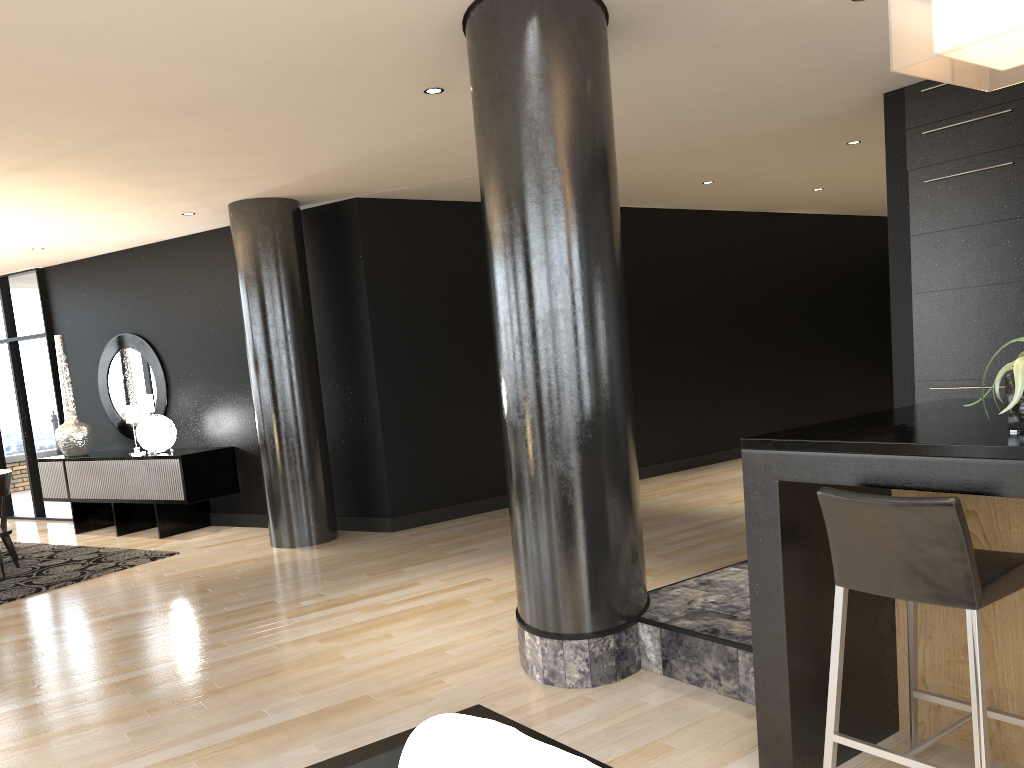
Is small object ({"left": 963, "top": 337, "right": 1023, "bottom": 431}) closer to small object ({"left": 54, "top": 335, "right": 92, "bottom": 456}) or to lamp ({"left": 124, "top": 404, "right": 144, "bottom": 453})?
lamp ({"left": 124, "top": 404, "right": 144, "bottom": 453})

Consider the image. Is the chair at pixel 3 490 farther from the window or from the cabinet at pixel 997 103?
the cabinet at pixel 997 103

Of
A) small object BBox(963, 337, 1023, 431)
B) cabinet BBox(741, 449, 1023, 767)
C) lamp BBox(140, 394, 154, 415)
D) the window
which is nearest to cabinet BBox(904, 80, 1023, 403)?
cabinet BBox(741, 449, 1023, 767)

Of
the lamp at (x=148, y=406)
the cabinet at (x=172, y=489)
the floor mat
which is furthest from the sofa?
the lamp at (x=148, y=406)

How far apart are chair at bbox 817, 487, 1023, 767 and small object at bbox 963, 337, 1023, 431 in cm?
30

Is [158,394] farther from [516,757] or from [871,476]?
[516,757]

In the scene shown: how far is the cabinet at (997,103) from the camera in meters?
4.9 m

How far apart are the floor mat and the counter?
5.50m

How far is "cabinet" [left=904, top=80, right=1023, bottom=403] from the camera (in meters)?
4.91

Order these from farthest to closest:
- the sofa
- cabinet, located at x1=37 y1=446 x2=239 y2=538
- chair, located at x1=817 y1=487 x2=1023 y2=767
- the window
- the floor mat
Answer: the window → cabinet, located at x1=37 y1=446 x2=239 y2=538 → the floor mat → chair, located at x1=817 y1=487 x2=1023 y2=767 → the sofa
